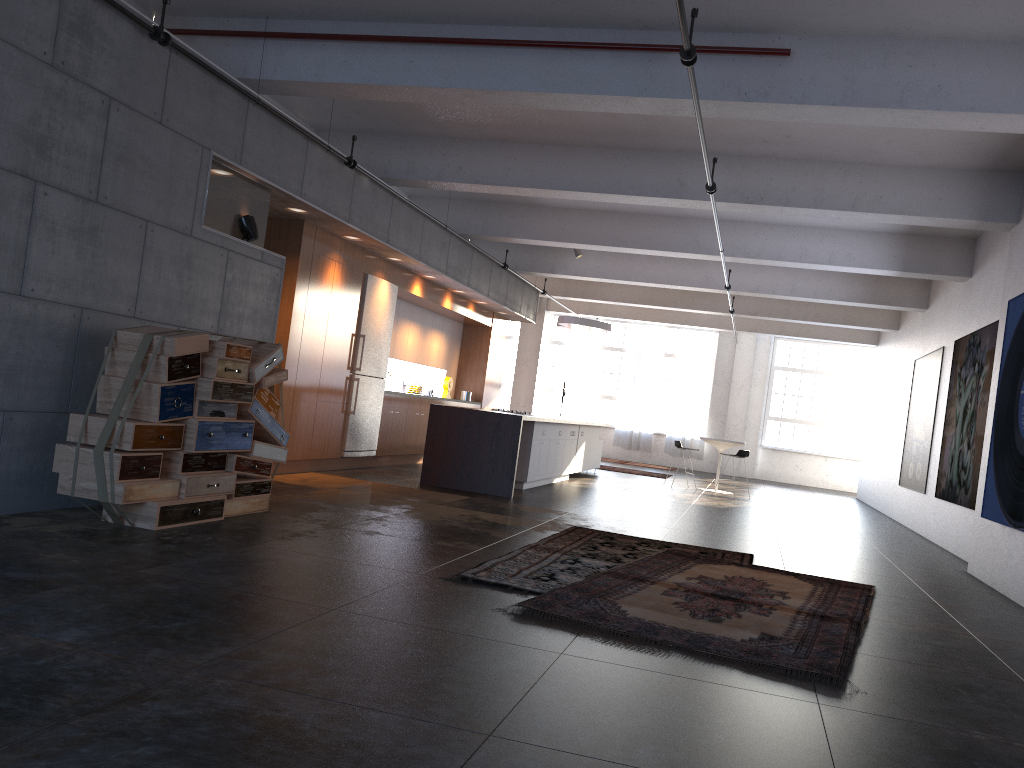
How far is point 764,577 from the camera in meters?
6.5

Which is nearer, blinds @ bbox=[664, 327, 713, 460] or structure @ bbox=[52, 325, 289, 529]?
structure @ bbox=[52, 325, 289, 529]

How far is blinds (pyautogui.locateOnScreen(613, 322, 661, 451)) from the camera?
23.4 meters

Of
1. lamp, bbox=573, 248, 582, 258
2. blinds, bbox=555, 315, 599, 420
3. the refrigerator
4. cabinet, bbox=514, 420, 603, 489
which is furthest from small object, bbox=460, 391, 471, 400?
blinds, bbox=555, 315, 599, 420

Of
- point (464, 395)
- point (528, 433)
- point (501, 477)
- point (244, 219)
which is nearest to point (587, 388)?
point (464, 395)

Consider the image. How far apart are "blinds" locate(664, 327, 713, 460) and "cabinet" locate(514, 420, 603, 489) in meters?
7.1

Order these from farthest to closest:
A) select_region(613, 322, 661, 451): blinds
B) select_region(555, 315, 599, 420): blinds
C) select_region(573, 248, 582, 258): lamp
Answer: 1. select_region(555, 315, 599, 420): blinds
2. select_region(613, 322, 661, 451): blinds
3. select_region(573, 248, 582, 258): lamp

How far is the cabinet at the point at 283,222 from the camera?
9.50m

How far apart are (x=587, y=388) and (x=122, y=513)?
18.96m

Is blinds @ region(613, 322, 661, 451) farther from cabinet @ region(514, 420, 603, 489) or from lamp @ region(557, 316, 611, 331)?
lamp @ region(557, 316, 611, 331)
